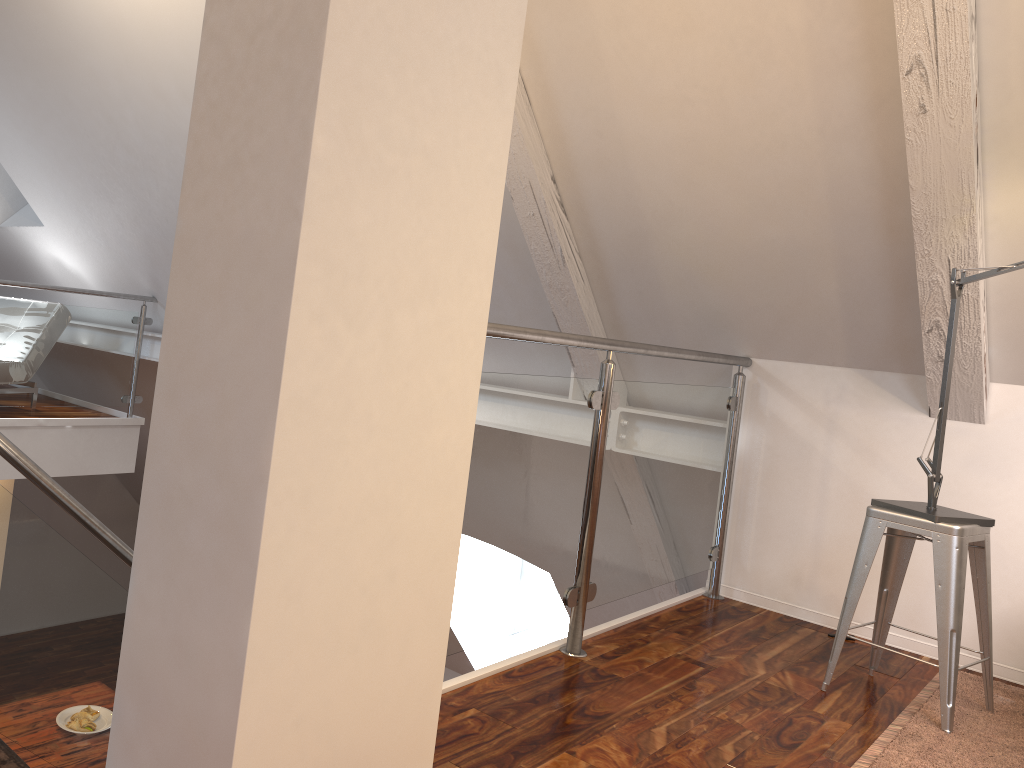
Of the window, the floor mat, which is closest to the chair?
the floor mat

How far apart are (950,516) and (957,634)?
0.3m

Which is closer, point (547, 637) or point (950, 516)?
point (950, 516)

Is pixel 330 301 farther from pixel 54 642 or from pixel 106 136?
pixel 106 136

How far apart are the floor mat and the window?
4.1m

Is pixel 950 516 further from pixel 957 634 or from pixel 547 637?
pixel 547 637

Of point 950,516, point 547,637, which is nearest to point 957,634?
point 950,516

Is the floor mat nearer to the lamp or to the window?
the lamp

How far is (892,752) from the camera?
1.8 meters

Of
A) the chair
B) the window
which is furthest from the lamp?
the window
